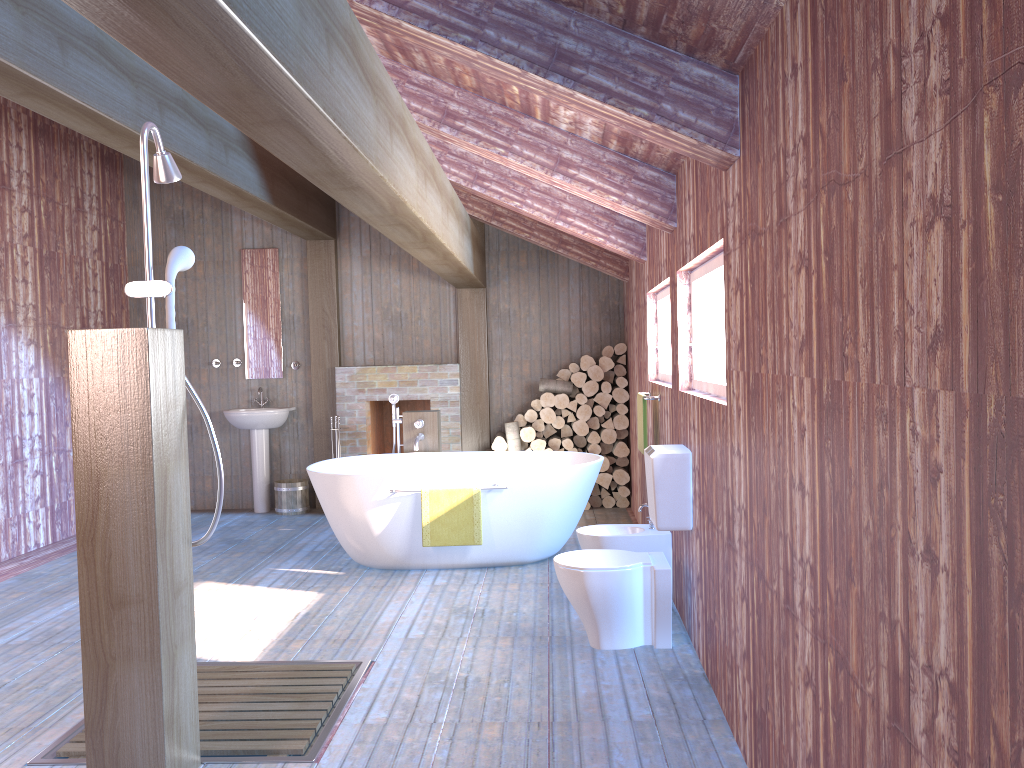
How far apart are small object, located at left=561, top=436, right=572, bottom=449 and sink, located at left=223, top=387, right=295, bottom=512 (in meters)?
2.51

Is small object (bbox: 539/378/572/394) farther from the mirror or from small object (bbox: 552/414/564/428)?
the mirror

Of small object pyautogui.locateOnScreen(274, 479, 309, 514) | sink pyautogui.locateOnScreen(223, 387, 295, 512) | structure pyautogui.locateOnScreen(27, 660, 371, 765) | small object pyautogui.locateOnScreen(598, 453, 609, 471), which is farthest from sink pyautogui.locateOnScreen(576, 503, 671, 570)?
sink pyautogui.locateOnScreen(223, 387, 295, 512)

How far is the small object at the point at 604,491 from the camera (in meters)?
7.77

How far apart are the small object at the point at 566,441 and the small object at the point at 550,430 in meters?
0.2

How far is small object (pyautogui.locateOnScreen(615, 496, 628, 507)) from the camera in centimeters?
777cm

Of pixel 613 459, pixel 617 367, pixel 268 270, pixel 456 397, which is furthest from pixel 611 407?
pixel 268 270

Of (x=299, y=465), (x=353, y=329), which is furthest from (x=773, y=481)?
(x=299, y=465)

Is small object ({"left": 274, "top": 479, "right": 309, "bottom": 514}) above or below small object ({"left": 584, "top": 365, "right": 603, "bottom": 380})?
below

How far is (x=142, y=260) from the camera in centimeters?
825cm
